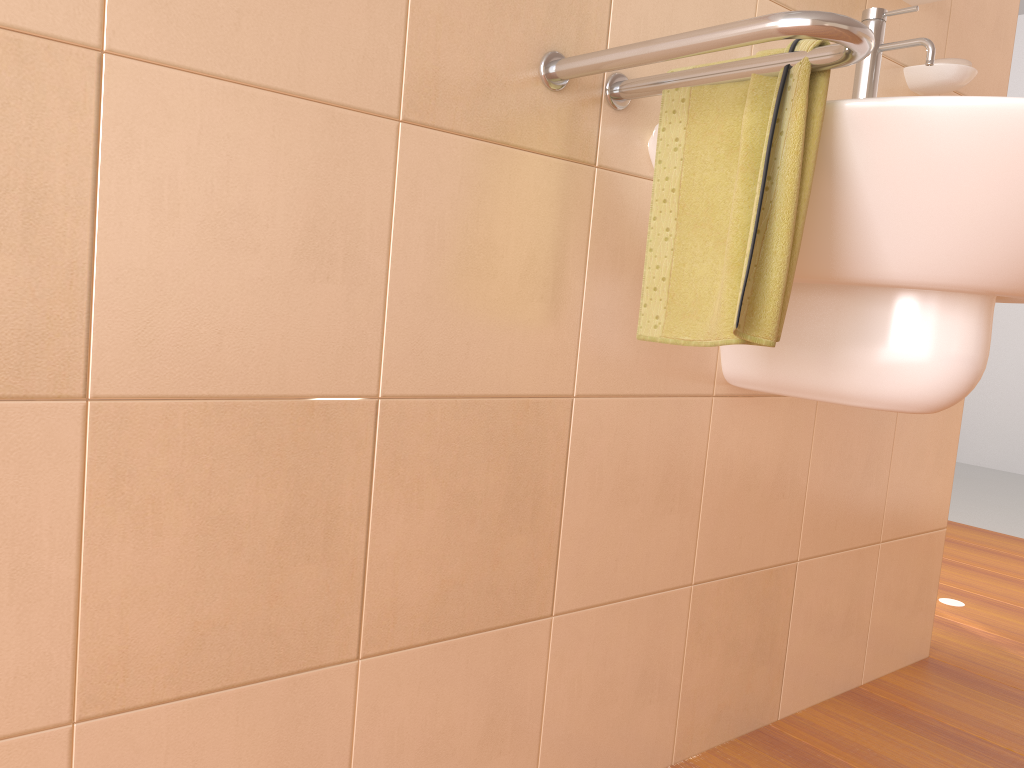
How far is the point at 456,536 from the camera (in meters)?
0.96

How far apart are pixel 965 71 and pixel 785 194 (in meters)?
0.77

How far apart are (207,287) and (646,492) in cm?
63

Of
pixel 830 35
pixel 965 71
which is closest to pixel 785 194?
pixel 830 35

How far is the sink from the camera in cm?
83

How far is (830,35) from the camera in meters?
0.7

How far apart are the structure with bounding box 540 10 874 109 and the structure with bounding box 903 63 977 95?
0.66m

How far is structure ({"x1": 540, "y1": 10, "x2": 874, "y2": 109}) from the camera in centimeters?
73cm

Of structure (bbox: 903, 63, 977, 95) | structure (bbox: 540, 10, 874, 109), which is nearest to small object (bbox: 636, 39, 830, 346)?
structure (bbox: 540, 10, 874, 109)

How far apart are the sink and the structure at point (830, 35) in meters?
0.1 m
